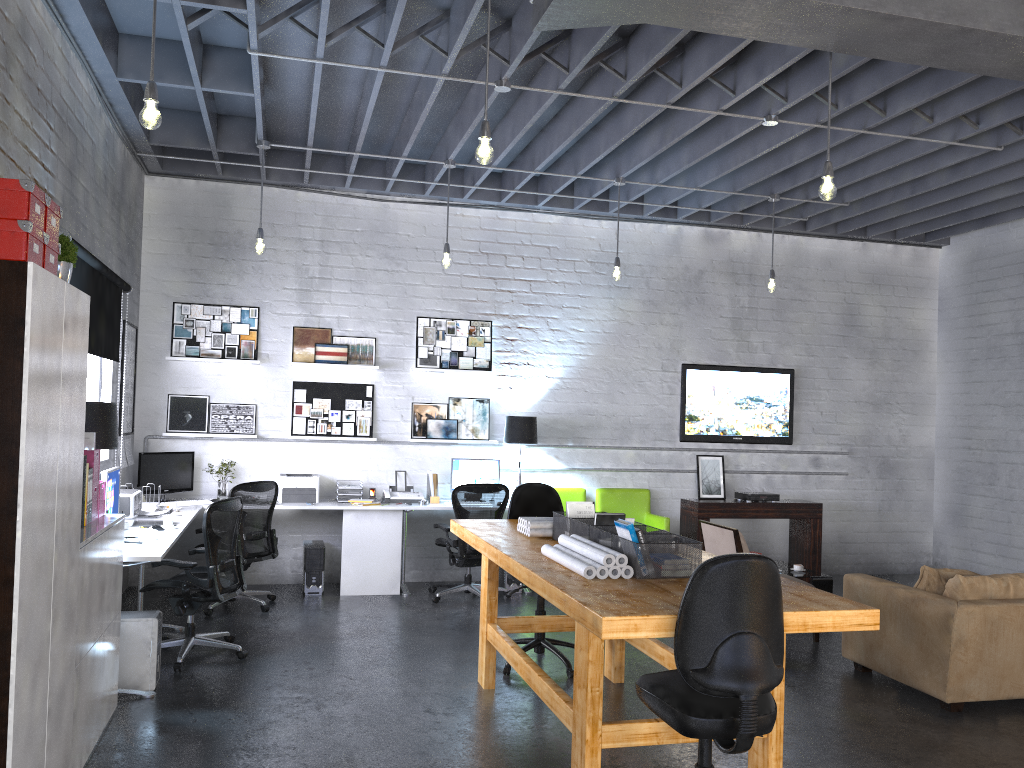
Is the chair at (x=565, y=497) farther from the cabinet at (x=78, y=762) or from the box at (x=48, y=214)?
the box at (x=48, y=214)

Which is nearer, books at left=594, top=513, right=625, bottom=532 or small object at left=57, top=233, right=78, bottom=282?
small object at left=57, top=233, right=78, bottom=282

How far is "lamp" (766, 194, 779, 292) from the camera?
7.9m

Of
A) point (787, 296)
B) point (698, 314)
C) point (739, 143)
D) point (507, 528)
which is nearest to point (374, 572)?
point (507, 528)

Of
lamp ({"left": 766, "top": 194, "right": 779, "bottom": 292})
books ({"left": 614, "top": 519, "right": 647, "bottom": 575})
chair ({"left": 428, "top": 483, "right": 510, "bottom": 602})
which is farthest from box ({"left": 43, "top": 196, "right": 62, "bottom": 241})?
lamp ({"left": 766, "top": 194, "right": 779, "bottom": 292})

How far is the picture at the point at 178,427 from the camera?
7.93m

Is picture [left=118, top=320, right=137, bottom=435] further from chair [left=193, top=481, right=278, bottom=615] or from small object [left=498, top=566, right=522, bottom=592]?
small object [left=498, top=566, right=522, bottom=592]

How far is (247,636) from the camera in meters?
6.2 m

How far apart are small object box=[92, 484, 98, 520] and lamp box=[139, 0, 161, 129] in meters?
1.9 m

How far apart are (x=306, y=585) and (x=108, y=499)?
2.61m
